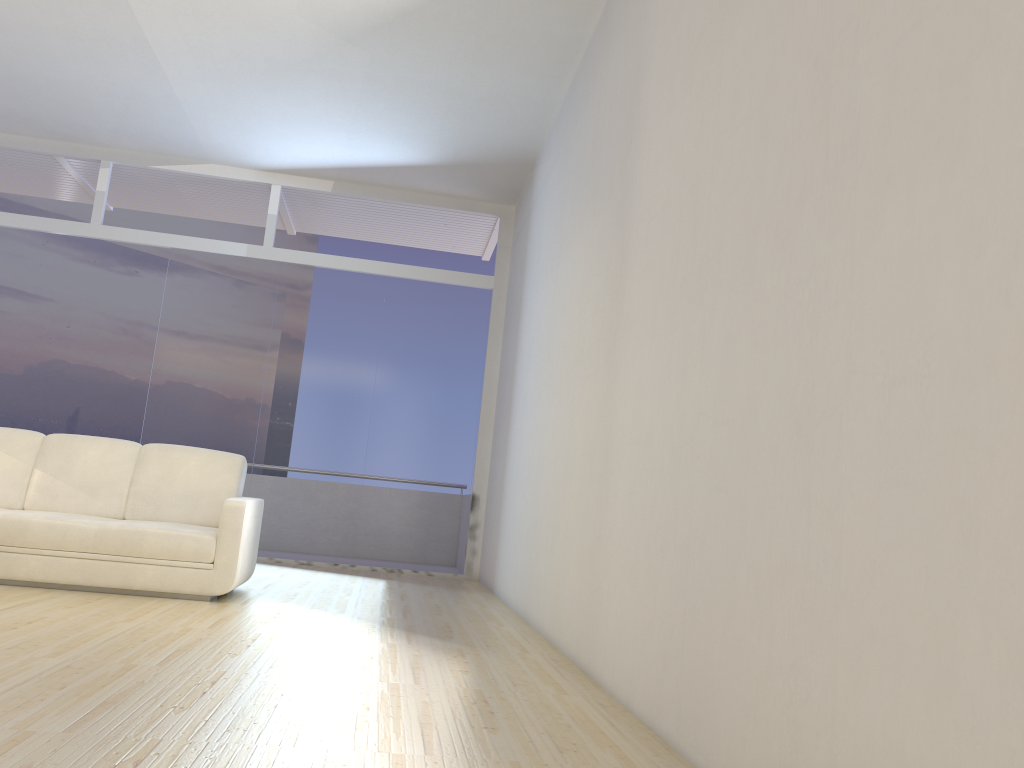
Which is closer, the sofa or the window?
the sofa

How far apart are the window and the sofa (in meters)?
2.46

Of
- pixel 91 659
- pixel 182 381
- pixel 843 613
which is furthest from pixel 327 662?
pixel 182 381

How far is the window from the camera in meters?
8.0

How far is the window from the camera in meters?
8.0 m

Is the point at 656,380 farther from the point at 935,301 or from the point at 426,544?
the point at 426,544

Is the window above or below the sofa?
above

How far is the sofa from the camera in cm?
475

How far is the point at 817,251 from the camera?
2.05m

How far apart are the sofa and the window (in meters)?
2.46
